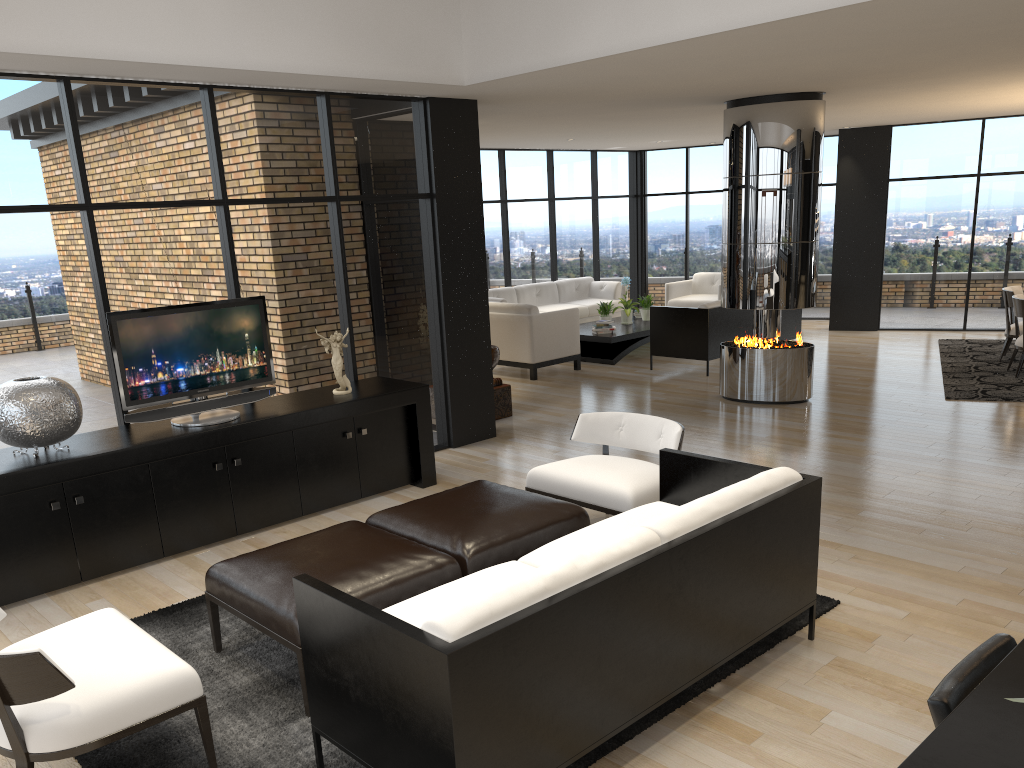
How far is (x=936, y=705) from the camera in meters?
1.6

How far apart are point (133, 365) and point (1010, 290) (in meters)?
8.85

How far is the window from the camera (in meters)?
5.20

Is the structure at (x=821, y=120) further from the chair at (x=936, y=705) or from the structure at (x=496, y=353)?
the chair at (x=936, y=705)

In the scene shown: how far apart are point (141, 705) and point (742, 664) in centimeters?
227cm

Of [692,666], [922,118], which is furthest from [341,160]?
[922,118]

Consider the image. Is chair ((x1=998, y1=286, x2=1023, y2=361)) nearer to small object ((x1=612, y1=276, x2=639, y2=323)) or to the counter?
small object ((x1=612, y1=276, x2=639, y2=323))

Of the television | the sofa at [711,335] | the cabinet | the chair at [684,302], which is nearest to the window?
the cabinet

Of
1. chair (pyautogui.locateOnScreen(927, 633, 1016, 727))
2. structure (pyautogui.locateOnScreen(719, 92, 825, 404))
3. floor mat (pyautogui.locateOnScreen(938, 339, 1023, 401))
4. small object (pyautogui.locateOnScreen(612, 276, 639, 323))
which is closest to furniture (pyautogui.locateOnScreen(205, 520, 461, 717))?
chair (pyautogui.locateOnScreen(927, 633, 1016, 727))

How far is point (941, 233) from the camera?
12.12m
